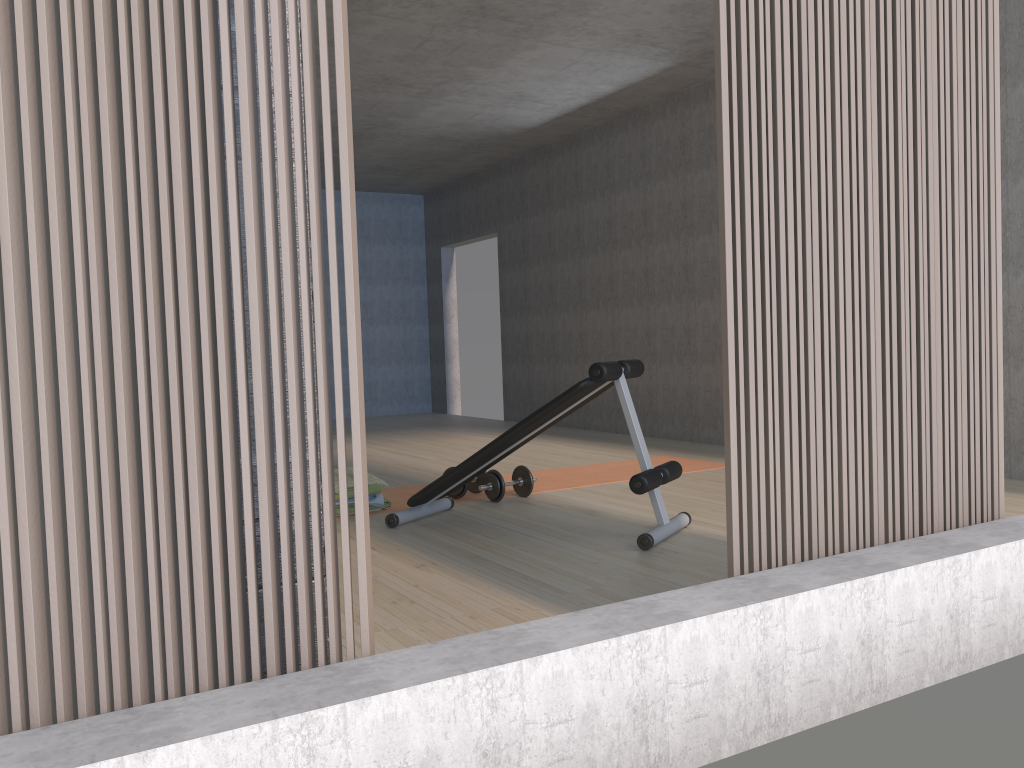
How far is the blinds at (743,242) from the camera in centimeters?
216cm

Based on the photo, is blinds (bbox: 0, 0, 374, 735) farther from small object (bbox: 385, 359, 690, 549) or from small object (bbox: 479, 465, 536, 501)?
small object (bbox: 479, 465, 536, 501)

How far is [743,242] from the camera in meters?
2.2

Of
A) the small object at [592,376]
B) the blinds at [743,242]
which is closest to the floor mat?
the small object at [592,376]

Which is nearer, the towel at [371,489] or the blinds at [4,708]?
the blinds at [4,708]

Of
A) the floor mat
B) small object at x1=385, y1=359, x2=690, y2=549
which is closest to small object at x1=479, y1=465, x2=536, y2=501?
the floor mat

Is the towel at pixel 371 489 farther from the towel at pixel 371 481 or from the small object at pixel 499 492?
the small object at pixel 499 492

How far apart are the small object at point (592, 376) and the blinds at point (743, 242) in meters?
1.2 m

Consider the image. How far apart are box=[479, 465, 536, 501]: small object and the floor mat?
0.1m

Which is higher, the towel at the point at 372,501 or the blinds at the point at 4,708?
the blinds at the point at 4,708
